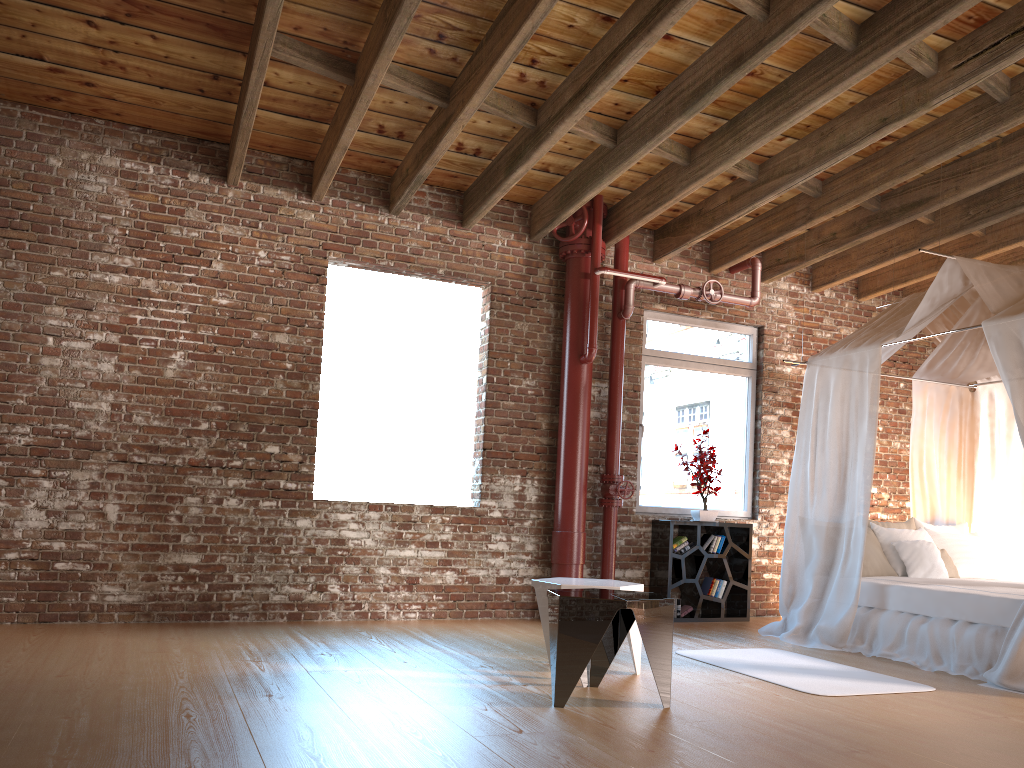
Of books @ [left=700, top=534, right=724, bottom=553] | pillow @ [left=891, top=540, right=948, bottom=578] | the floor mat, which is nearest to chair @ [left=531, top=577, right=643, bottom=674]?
the floor mat

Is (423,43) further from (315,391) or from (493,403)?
(493,403)

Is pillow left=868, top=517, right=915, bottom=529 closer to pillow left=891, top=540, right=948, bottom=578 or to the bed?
the bed

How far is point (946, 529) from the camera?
7.1 meters

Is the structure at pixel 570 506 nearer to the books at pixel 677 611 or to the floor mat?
the books at pixel 677 611

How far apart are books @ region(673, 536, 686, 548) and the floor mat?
1.7m

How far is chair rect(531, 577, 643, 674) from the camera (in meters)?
4.54

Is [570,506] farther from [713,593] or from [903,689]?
[903,689]

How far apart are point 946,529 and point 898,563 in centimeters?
91cm

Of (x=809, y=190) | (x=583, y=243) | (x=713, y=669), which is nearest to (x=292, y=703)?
(x=713, y=669)
